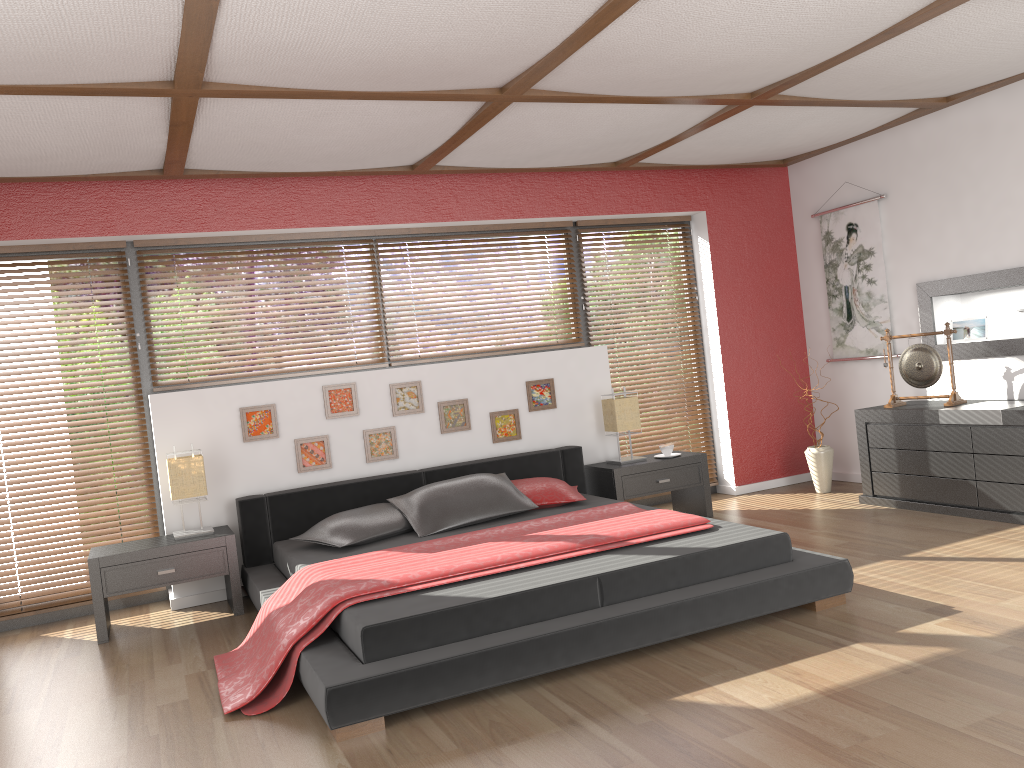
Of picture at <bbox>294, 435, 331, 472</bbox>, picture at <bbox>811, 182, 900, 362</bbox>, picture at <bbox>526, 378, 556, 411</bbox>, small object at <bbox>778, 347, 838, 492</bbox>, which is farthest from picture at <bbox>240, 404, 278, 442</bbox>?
picture at <bbox>811, 182, 900, 362</bbox>

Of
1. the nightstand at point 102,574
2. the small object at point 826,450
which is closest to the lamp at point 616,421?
the small object at point 826,450

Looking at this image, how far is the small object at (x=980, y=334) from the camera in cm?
557

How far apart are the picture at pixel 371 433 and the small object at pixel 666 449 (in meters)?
1.75

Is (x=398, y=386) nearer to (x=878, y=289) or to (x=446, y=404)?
(x=446, y=404)

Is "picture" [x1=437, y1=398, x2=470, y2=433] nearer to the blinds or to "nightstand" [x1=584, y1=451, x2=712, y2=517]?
"nightstand" [x1=584, y1=451, x2=712, y2=517]

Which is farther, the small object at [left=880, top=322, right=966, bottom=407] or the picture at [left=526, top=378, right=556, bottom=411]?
the picture at [left=526, top=378, right=556, bottom=411]

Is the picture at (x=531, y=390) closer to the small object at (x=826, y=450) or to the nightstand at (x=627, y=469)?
the nightstand at (x=627, y=469)

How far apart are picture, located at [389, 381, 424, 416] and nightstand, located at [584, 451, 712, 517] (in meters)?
1.19

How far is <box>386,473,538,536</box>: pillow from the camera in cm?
466
